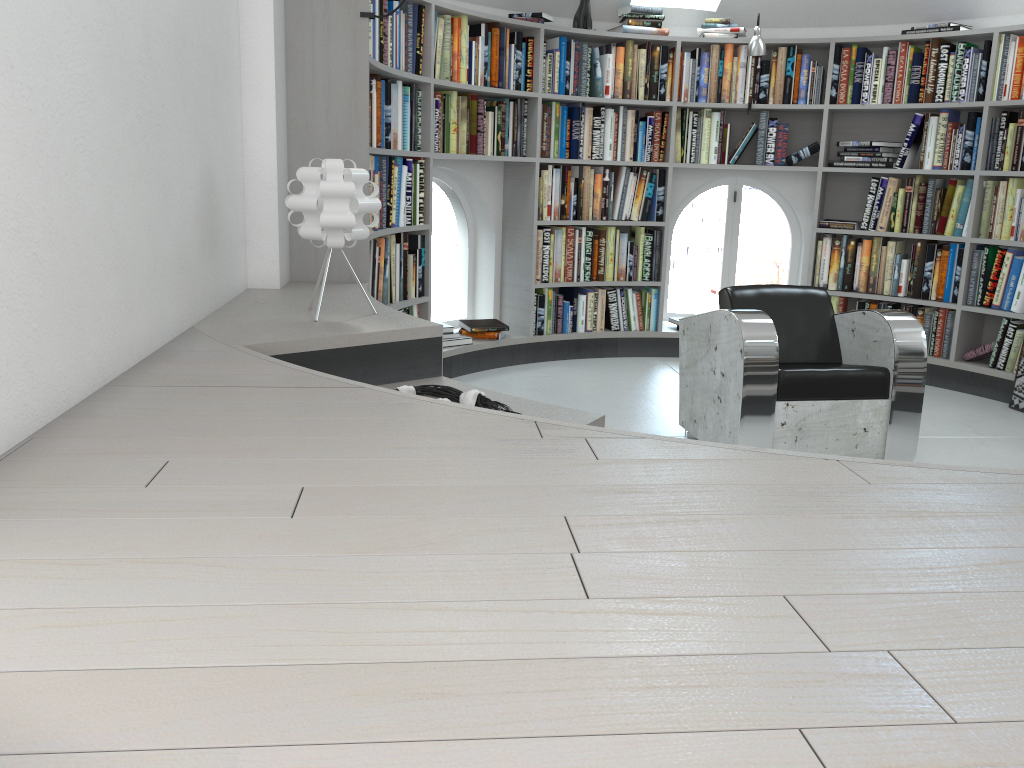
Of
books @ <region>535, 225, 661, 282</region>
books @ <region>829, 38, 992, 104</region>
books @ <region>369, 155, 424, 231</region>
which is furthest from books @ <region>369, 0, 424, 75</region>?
books @ <region>829, 38, 992, 104</region>

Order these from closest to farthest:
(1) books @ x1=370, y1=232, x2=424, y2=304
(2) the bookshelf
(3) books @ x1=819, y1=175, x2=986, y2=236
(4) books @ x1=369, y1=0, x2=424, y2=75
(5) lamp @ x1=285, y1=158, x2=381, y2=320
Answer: (5) lamp @ x1=285, y1=158, x2=381, y2=320 < (2) the bookshelf < (4) books @ x1=369, y1=0, x2=424, y2=75 < (1) books @ x1=370, y1=232, x2=424, y2=304 < (3) books @ x1=819, y1=175, x2=986, y2=236

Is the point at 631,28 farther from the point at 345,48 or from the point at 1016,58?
the point at 345,48

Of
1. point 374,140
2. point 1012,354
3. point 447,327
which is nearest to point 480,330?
point 447,327

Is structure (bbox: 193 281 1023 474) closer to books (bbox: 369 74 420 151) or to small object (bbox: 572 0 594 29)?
books (bbox: 369 74 420 151)

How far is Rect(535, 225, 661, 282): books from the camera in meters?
5.6 m

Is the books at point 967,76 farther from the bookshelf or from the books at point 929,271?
the books at point 929,271

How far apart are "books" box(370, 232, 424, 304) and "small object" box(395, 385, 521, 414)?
1.71m

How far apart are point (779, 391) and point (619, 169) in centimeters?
259cm

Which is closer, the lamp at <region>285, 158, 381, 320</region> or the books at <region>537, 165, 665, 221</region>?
the lamp at <region>285, 158, 381, 320</region>
